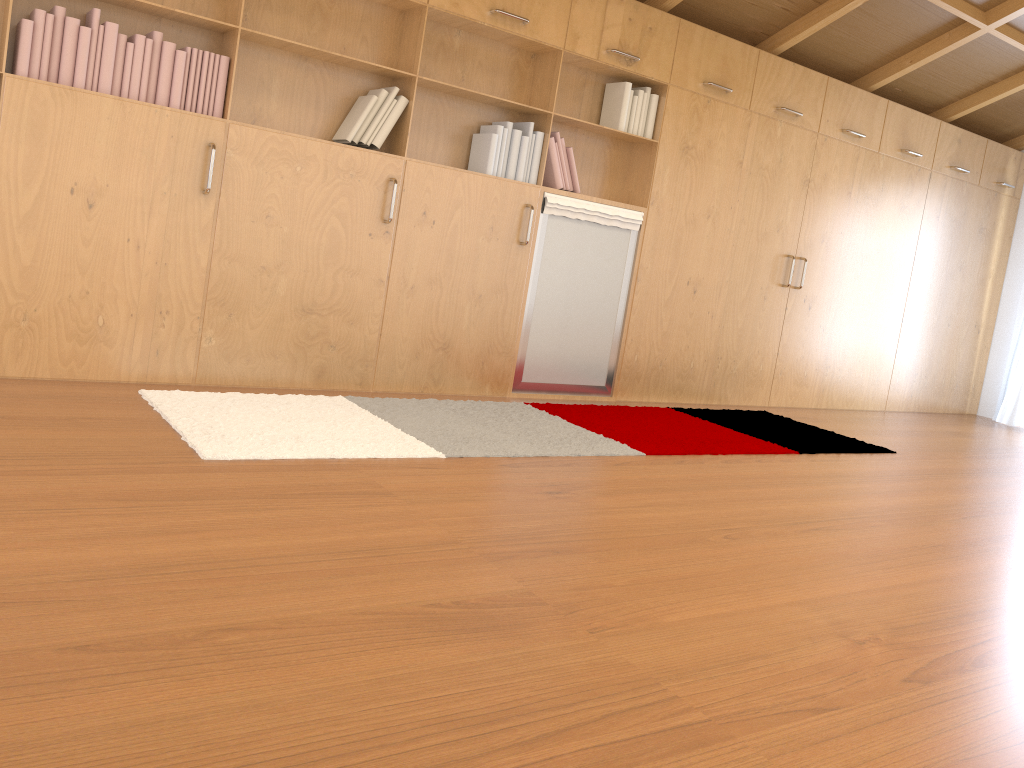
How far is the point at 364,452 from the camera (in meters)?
3.06

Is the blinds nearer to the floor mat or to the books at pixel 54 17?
the floor mat

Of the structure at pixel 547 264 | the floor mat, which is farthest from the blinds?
the structure at pixel 547 264

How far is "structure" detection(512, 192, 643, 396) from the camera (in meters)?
4.61

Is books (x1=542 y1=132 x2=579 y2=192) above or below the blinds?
above

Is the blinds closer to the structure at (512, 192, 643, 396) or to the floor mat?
the floor mat

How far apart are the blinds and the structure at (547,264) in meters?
3.9 m

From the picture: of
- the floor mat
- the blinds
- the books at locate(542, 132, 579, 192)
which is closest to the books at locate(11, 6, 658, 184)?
the books at locate(542, 132, 579, 192)

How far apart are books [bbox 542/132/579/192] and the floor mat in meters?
1.1 m

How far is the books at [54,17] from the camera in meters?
3.2 m
